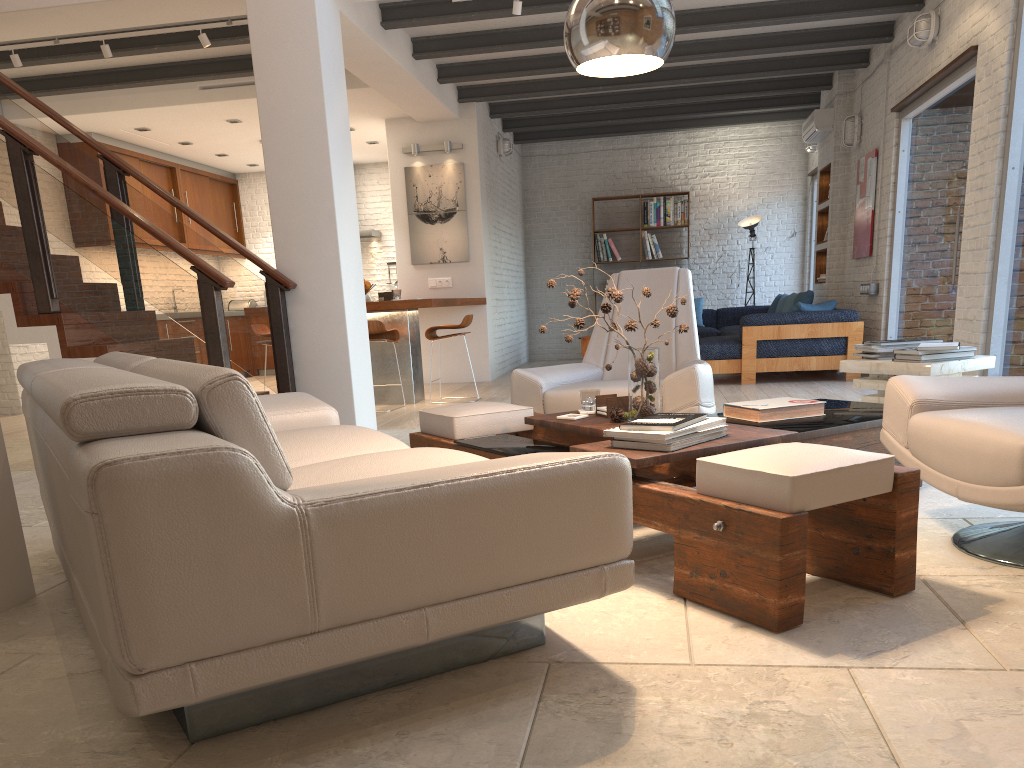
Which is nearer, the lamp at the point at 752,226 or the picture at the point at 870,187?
the picture at the point at 870,187

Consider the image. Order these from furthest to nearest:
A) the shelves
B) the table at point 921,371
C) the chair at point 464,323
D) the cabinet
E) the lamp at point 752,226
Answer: the lamp at point 752,226 → the cabinet → the shelves → the chair at point 464,323 → the table at point 921,371

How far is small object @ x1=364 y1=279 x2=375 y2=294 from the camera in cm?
813

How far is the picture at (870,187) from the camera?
8.7m

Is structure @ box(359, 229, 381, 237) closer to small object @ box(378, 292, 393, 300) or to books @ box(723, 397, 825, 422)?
small object @ box(378, 292, 393, 300)

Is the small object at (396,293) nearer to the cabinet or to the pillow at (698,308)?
the cabinet

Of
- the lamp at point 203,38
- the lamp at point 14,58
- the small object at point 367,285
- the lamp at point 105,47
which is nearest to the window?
the small object at point 367,285

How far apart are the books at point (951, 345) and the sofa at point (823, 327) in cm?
383

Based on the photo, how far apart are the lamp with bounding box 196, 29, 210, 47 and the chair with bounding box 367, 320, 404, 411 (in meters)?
2.50

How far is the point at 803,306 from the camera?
8.3m
